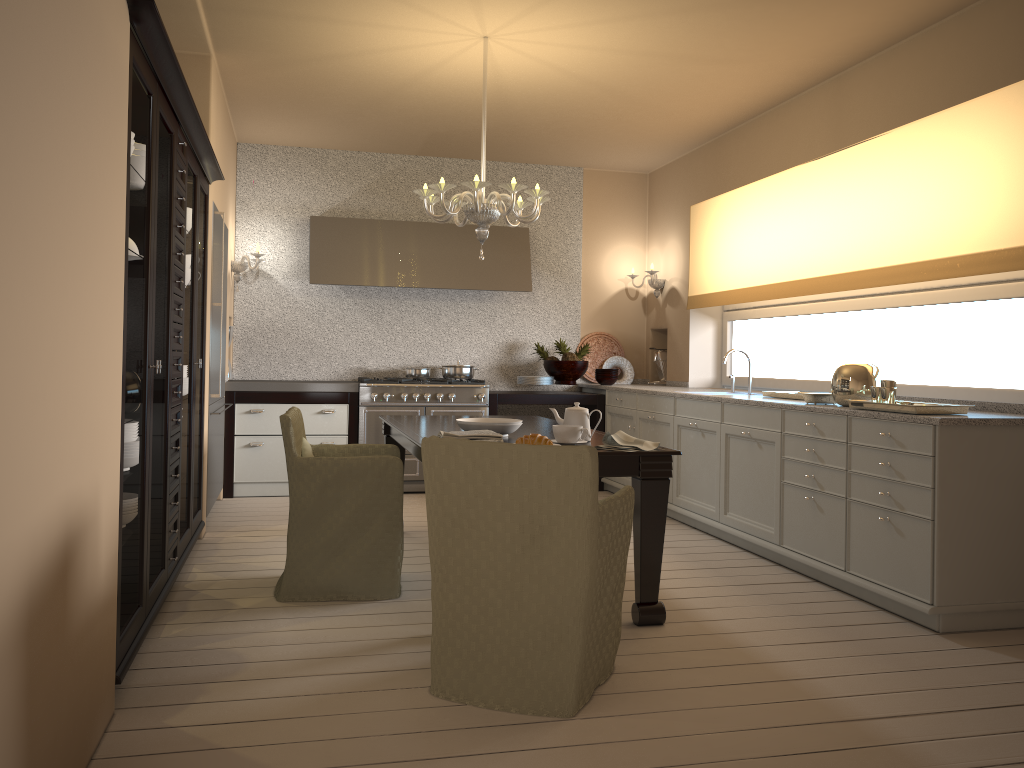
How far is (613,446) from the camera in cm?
328

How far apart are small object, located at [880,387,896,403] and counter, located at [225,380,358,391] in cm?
369

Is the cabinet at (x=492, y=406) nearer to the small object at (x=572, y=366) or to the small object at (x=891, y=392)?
the small object at (x=572, y=366)

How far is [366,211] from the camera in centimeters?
686cm

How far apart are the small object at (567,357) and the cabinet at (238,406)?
1.6 meters

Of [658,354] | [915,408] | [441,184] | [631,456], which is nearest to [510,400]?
[658,354]

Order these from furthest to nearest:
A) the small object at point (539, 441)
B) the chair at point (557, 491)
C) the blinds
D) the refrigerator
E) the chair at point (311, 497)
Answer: the refrigerator < the blinds < the chair at point (311, 497) < the small object at point (539, 441) < the chair at point (557, 491)

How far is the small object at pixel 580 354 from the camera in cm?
699

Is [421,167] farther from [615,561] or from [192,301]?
[615,561]

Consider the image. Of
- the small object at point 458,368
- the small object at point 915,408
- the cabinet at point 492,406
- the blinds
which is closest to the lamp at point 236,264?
the small object at point 458,368
